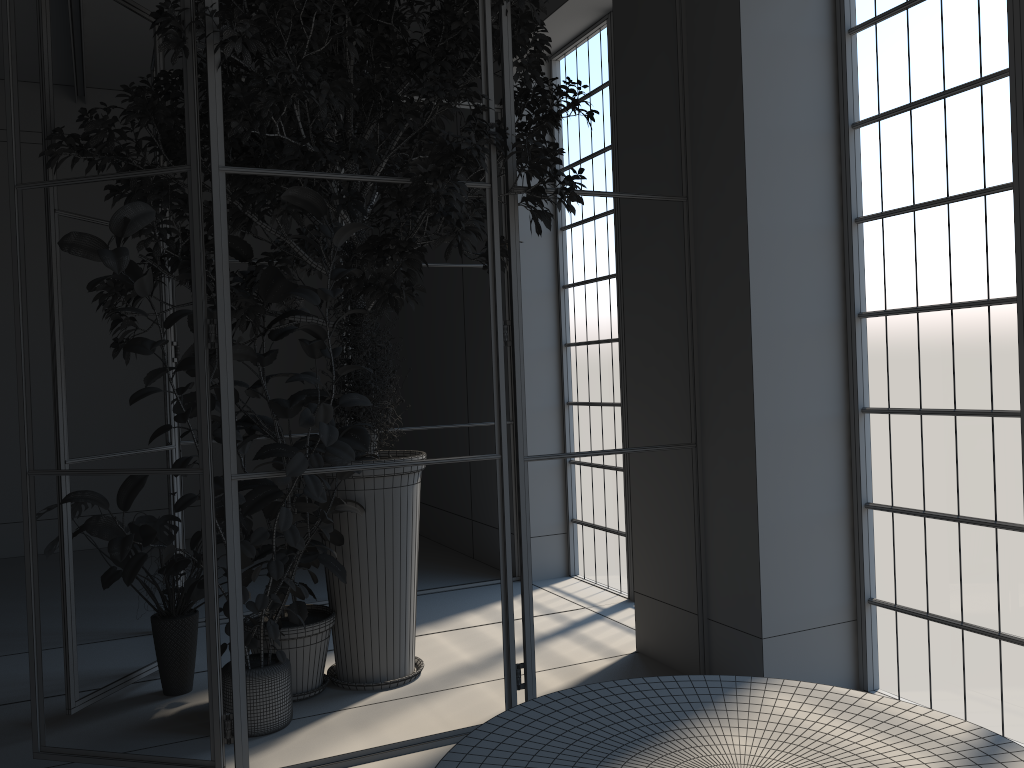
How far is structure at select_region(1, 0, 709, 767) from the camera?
3.19m

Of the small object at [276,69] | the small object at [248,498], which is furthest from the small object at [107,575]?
the small object at [276,69]

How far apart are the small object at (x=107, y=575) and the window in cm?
236

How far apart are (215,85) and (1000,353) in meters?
3.1 m

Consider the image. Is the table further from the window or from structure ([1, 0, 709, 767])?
the window

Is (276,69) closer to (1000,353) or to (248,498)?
(248,498)

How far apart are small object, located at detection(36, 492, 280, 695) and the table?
1.7m

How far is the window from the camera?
3.33m

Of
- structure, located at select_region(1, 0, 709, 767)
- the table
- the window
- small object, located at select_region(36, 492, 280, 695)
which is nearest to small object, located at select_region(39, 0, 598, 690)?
structure, located at select_region(1, 0, 709, 767)

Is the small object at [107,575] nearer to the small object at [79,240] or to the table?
the small object at [79,240]
